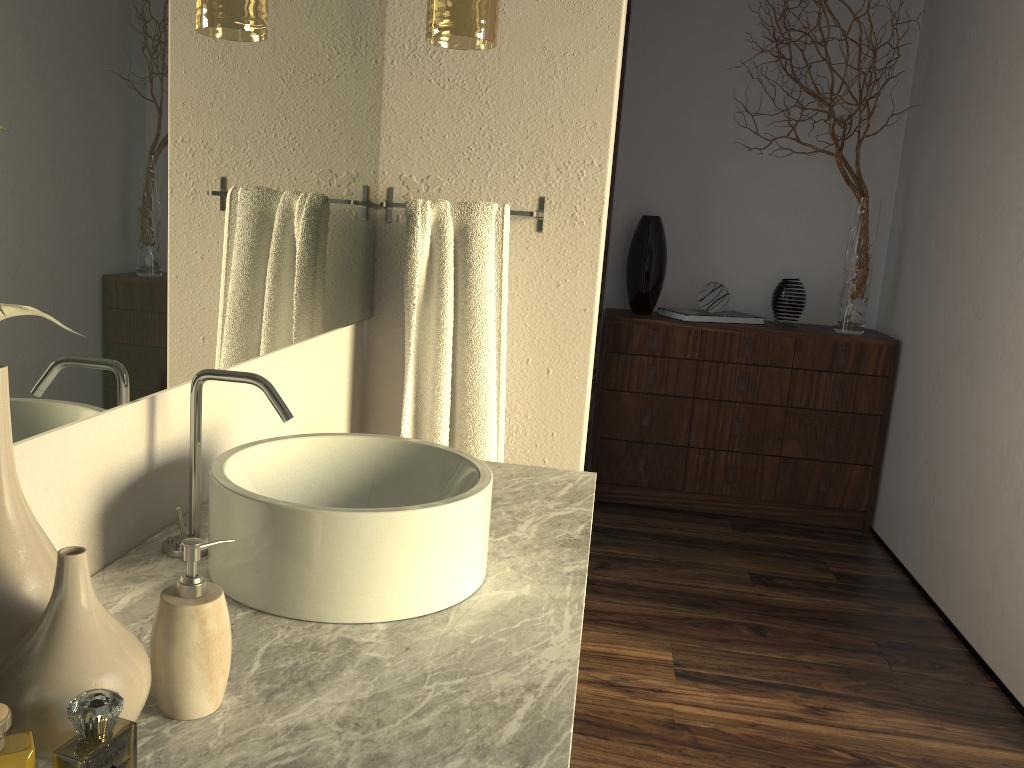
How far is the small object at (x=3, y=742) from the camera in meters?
0.6

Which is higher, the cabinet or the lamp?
the lamp

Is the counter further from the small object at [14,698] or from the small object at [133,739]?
the small object at [133,739]

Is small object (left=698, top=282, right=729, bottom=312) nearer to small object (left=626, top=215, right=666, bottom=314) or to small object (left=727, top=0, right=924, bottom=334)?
small object (left=626, top=215, right=666, bottom=314)

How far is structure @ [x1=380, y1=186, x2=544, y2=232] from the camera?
1.97m

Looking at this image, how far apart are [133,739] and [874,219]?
4.2m

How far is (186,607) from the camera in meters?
0.8 m

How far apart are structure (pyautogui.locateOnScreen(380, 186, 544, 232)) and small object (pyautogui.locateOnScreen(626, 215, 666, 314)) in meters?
1.8 m

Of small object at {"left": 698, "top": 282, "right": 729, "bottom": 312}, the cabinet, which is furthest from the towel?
small object at {"left": 698, "top": 282, "right": 729, "bottom": 312}

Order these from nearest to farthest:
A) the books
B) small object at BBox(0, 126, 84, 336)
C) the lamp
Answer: small object at BBox(0, 126, 84, 336), the lamp, the books
